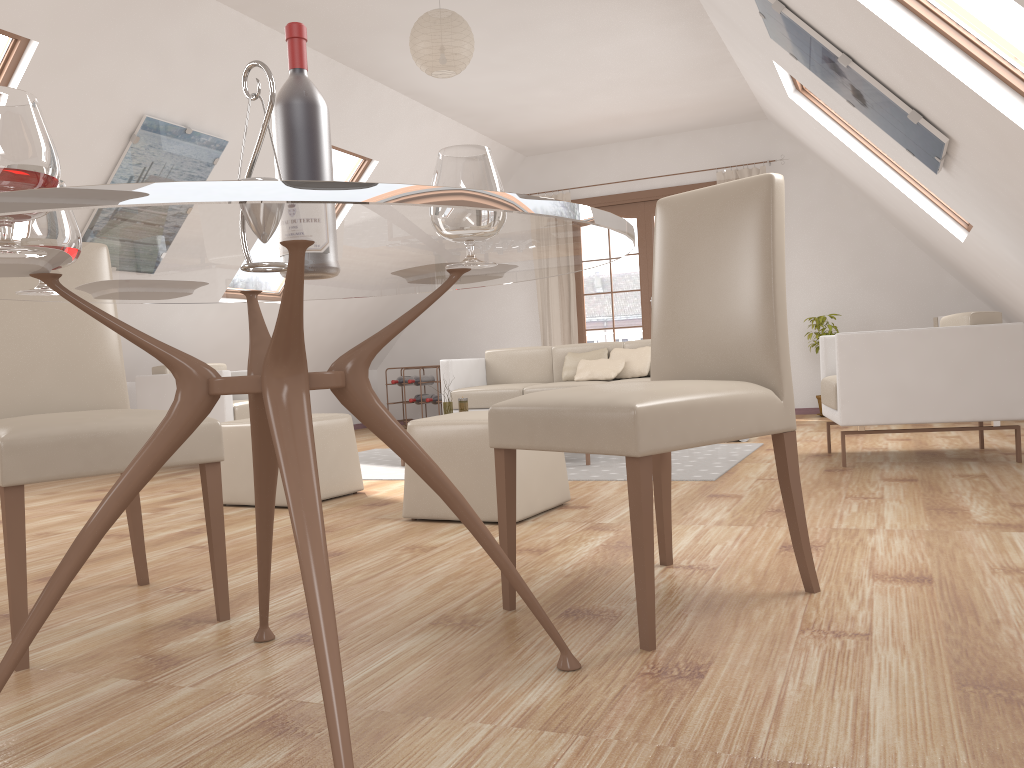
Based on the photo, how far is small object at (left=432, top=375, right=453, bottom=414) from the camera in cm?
553

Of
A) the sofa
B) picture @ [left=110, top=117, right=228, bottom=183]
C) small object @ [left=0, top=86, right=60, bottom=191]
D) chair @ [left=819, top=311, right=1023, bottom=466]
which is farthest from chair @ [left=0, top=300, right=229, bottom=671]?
the sofa

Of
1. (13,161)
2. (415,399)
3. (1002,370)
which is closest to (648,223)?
(415,399)

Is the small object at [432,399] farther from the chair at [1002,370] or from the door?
the chair at [1002,370]

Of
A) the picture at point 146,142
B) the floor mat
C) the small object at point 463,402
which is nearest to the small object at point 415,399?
the floor mat

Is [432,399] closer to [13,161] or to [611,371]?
[611,371]

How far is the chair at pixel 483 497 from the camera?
3.21m

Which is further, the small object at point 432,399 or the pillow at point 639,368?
the small object at point 432,399

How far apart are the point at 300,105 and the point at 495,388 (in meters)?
4.80

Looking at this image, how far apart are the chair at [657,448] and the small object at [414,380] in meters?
6.4
